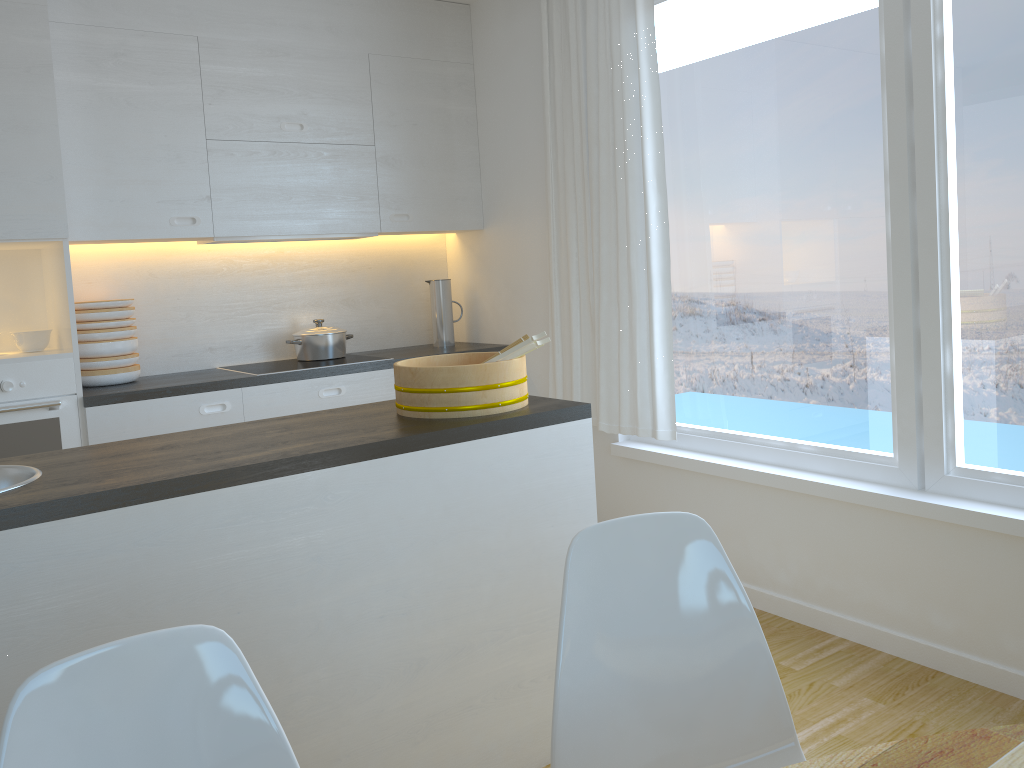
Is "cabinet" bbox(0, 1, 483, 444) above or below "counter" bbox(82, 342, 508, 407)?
above

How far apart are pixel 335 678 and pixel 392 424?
0.6m

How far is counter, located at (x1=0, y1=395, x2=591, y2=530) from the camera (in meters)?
1.74

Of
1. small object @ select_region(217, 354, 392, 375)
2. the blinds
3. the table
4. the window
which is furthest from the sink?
the window

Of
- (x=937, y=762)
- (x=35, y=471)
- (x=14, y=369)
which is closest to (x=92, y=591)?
(x=35, y=471)

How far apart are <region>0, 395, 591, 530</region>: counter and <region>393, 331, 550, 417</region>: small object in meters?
0.0 m

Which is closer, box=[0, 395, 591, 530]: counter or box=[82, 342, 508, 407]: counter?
box=[0, 395, 591, 530]: counter

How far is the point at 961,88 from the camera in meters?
2.6 m

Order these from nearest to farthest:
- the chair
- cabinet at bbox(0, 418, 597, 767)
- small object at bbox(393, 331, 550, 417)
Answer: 1. the chair
2. cabinet at bbox(0, 418, 597, 767)
3. small object at bbox(393, 331, 550, 417)

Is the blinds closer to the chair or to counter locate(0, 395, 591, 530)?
counter locate(0, 395, 591, 530)
